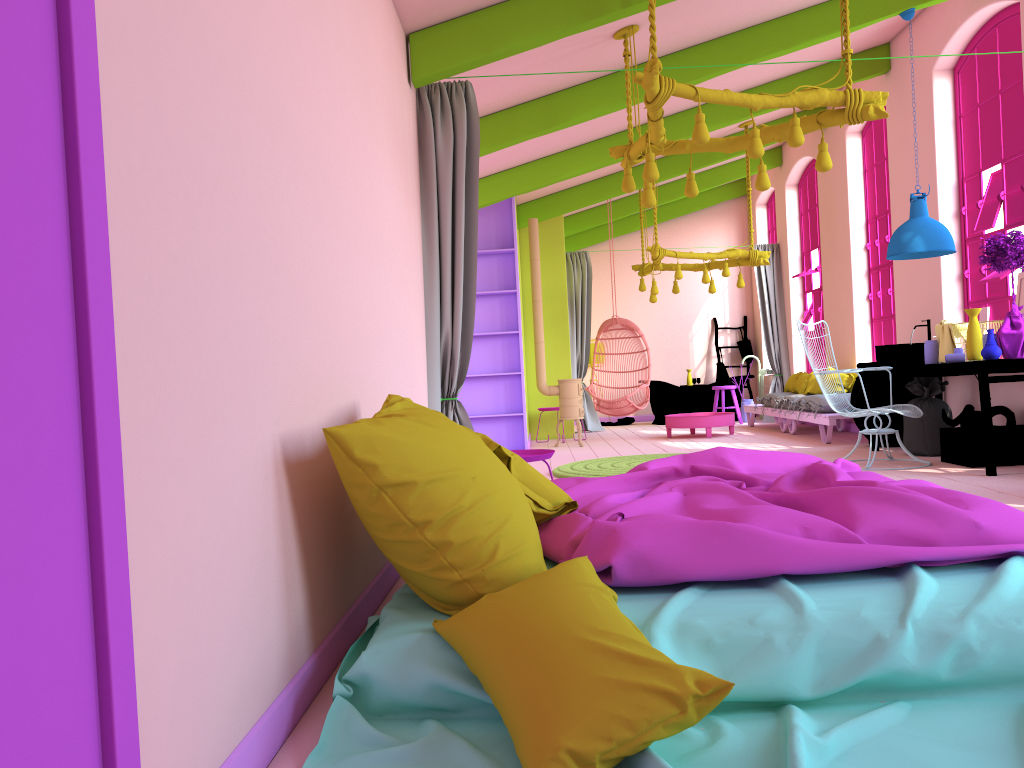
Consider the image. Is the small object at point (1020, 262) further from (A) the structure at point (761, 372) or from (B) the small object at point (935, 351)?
(A) the structure at point (761, 372)

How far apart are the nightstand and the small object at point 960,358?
3.9m

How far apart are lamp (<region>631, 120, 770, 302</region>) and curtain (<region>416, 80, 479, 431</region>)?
5.0m

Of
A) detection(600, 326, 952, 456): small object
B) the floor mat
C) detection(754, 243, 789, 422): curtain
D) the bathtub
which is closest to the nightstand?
the floor mat

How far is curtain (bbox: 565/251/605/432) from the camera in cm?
1357

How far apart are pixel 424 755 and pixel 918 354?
6.84m

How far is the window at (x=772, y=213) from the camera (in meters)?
14.69

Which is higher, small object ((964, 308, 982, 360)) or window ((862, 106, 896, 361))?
window ((862, 106, 896, 361))

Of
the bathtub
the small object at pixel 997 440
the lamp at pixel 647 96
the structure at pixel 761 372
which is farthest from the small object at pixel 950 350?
the structure at pixel 761 372

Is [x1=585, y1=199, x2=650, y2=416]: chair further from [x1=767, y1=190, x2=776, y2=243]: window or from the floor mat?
[x1=767, y1=190, x2=776, y2=243]: window
